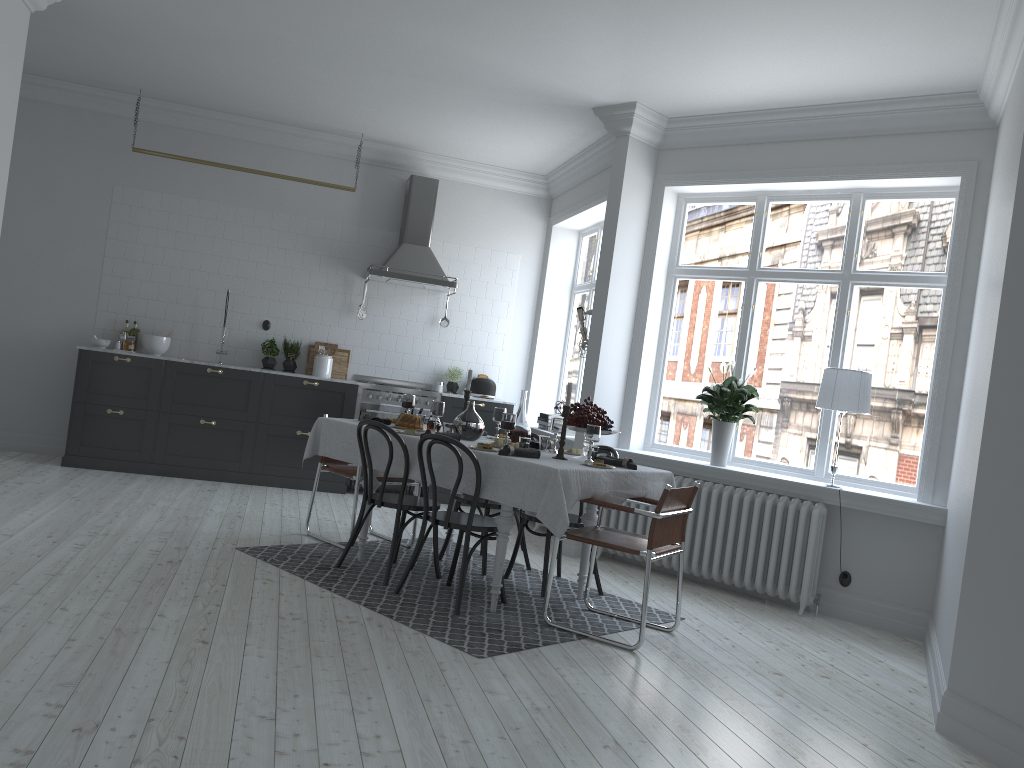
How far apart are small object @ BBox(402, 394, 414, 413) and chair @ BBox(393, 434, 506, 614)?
1.1m

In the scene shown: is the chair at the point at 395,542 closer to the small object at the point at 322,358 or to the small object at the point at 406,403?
the small object at the point at 406,403

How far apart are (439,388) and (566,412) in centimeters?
401cm

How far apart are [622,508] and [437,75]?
3.6m

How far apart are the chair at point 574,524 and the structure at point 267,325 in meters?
4.1 m

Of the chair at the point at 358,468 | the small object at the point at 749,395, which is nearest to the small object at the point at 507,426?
the chair at the point at 358,468

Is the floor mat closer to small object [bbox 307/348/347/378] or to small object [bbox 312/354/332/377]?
small object [bbox 312/354/332/377]

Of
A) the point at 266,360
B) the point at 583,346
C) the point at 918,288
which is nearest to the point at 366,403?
the point at 266,360

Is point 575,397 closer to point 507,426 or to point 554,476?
point 507,426

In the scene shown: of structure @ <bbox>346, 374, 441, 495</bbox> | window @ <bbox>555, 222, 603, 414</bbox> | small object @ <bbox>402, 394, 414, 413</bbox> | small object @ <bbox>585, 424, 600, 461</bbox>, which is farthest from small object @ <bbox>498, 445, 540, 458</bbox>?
window @ <bbox>555, 222, 603, 414</bbox>
